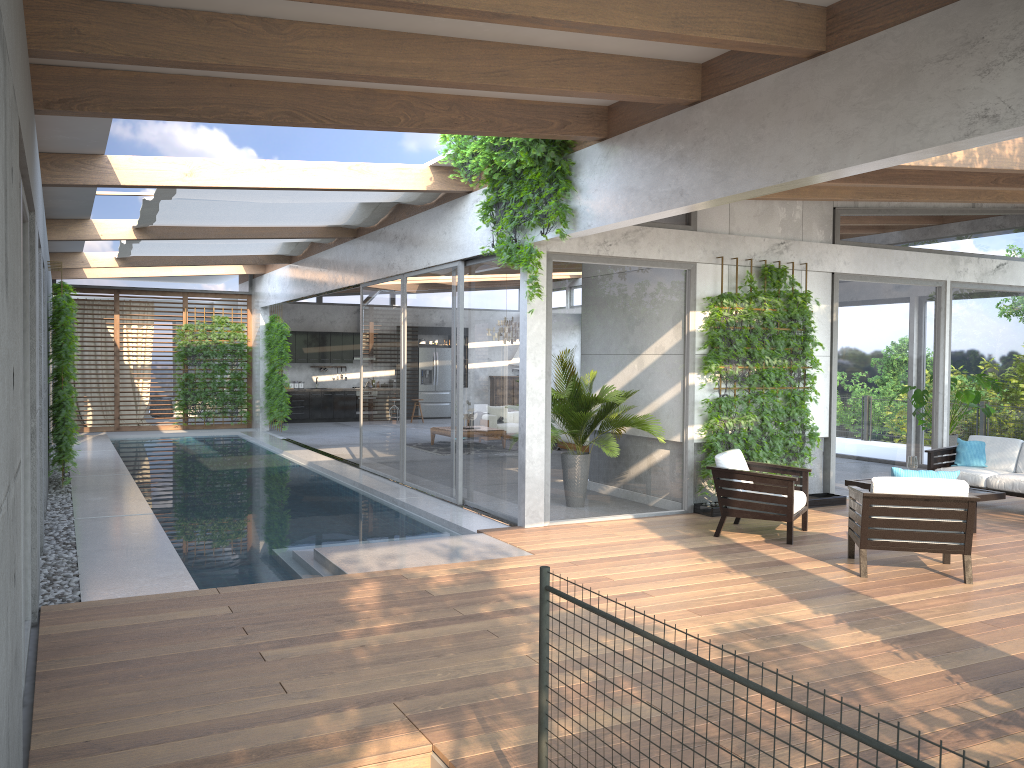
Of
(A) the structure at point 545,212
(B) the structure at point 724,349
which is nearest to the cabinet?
(A) the structure at point 545,212

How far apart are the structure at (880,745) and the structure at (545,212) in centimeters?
499cm

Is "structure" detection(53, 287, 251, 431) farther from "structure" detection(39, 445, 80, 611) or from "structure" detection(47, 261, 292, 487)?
"structure" detection(39, 445, 80, 611)

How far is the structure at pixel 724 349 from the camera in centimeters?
931cm

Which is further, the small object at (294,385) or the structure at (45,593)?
the small object at (294,385)

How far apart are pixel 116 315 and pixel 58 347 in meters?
9.4

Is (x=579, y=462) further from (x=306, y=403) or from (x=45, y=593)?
(x=306, y=403)

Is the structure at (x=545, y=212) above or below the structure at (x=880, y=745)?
above

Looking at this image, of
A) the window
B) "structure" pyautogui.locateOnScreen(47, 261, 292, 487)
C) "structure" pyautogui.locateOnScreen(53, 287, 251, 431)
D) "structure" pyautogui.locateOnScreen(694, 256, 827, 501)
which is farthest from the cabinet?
"structure" pyautogui.locateOnScreen(694, 256, 827, 501)

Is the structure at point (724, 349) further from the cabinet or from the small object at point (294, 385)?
the small object at point (294, 385)
